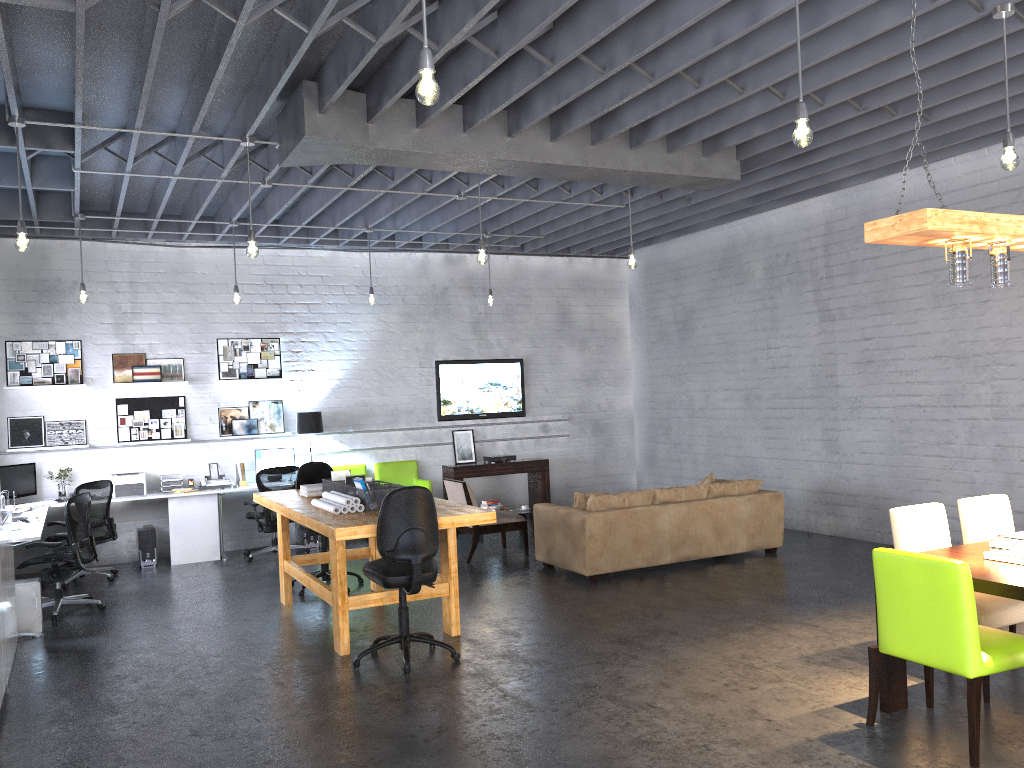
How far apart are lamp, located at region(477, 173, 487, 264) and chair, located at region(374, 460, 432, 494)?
4.6 meters

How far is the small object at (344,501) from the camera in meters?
6.3

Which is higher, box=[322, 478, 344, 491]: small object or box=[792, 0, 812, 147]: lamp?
box=[792, 0, 812, 147]: lamp

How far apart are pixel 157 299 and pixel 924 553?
8.7m

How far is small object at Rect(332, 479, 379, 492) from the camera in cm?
694

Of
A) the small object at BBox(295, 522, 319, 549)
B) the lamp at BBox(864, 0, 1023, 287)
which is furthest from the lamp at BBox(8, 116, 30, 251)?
the small object at BBox(295, 522, 319, 549)

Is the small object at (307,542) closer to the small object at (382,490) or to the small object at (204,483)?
the small object at (204,483)

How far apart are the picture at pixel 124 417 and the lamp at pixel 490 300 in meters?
3.8

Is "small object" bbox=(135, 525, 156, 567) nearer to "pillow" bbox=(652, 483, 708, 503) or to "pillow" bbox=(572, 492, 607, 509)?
"pillow" bbox=(572, 492, 607, 509)

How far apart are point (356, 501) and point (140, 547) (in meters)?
4.54
